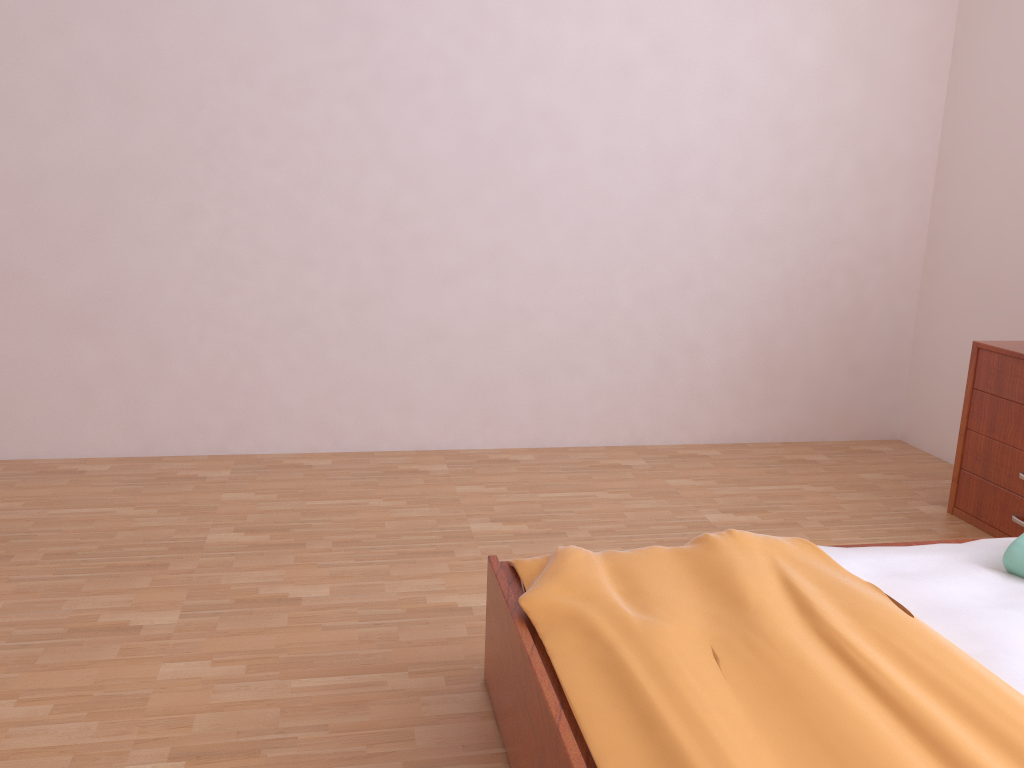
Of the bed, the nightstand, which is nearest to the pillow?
the bed

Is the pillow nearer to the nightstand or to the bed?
the bed

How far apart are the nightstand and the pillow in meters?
1.1 m

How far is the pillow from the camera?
1.9m

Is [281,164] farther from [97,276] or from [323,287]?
[97,276]

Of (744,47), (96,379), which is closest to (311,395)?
(96,379)

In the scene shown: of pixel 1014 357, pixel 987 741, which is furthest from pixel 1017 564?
pixel 1014 357

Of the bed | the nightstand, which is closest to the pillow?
the bed

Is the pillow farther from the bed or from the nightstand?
the nightstand

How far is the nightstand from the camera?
2.8m
